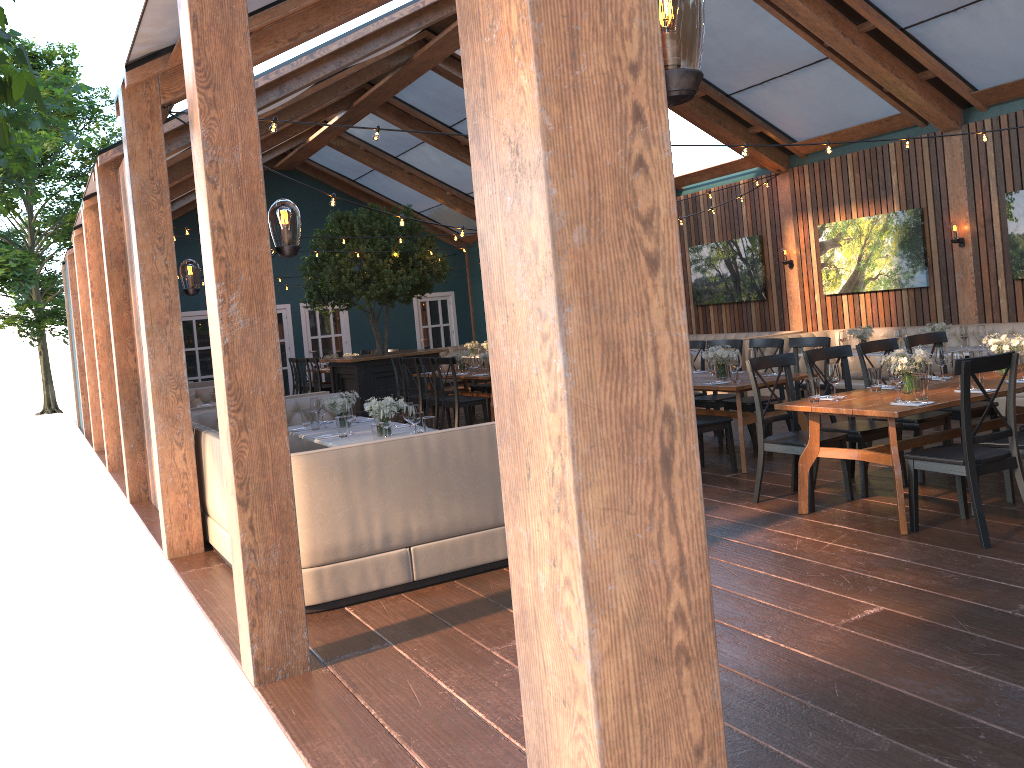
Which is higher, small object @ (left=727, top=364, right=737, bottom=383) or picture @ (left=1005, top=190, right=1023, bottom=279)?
picture @ (left=1005, top=190, right=1023, bottom=279)

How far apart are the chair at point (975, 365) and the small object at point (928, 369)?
1.1m

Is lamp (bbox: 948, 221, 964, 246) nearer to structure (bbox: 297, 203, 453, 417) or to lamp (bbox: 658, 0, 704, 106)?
structure (bbox: 297, 203, 453, 417)

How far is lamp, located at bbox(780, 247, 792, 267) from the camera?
12.9m

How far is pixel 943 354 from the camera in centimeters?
622cm

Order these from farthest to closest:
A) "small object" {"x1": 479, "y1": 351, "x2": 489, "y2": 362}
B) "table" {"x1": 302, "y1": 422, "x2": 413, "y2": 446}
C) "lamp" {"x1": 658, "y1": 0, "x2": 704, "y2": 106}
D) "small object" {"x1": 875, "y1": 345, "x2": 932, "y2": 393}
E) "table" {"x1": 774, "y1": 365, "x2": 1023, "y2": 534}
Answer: "small object" {"x1": 479, "y1": 351, "x2": 489, "y2": 362} → "table" {"x1": 302, "y1": 422, "x2": 413, "y2": 446} → "small object" {"x1": 875, "y1": 345, "x2": 932, "y2": 393} → "table" {"x1": 774, "y1": 365, "x2": 1023, "y2": 534} → "lamp" {"x1": 658, "y1": 0, "x2": 704, "y2": 106}

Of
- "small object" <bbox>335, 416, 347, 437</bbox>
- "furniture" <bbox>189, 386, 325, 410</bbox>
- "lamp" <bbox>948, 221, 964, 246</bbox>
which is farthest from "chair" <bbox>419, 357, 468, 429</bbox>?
"lamp" <bbox>948, 221, 964, 246</bbox>

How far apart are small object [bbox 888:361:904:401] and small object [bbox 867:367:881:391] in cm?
58

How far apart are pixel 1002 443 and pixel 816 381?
1.1 meters

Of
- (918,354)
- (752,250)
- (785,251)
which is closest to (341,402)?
(918,354)
